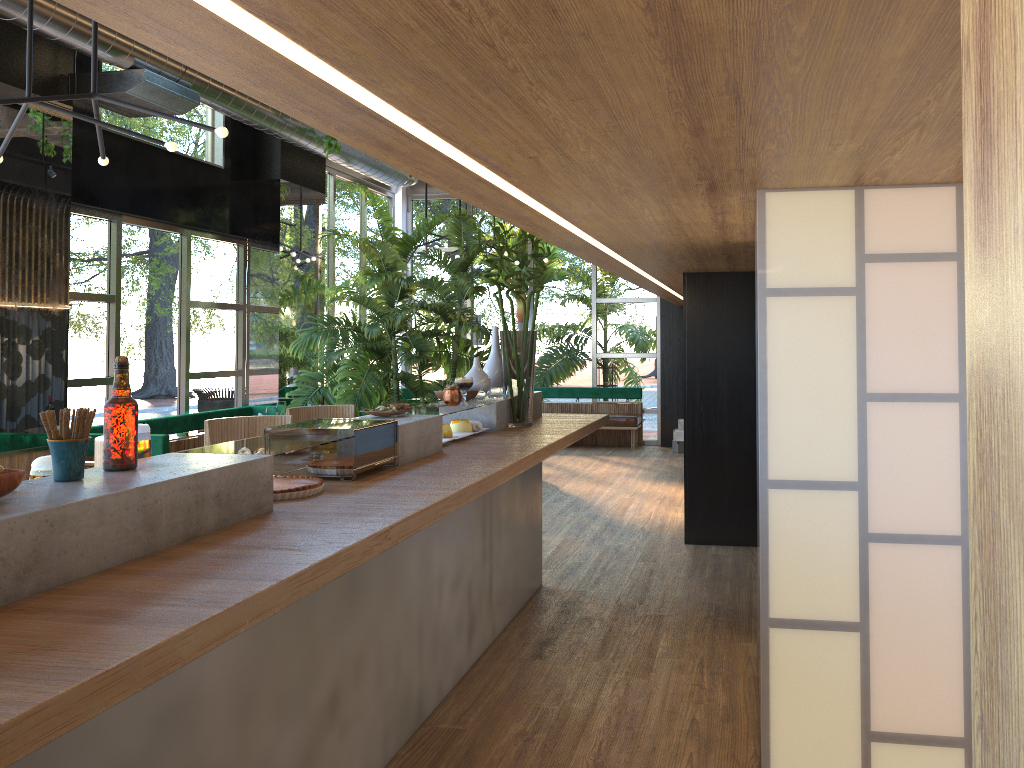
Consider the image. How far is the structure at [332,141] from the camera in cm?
843

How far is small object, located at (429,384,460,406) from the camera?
4.2 meters

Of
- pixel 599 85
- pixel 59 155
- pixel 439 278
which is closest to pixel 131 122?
pixel 59 155

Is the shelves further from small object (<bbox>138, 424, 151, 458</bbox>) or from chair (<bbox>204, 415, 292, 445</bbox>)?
chair (<bbox>204, 415, 292, 445</bbox>)

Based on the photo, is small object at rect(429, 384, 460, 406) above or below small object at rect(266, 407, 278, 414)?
above

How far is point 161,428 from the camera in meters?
7.9

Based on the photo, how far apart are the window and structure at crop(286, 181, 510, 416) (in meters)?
0.56

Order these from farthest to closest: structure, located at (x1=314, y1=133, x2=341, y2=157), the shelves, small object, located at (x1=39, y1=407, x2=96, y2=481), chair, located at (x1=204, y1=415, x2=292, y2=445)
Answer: structure, located at (x1=314, y1=133, x2=341, y2=157)
chair, located at (x1=204, y1=415, x2=292, y2=445)
small object, located at (x1=39, y1=407, x2=96, y2=481)
the shelves

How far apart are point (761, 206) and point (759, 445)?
0.82m

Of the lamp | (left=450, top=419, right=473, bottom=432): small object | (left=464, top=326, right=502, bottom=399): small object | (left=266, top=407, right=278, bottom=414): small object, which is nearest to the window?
(left=266, top=407, right=278, bottom=414): small object
